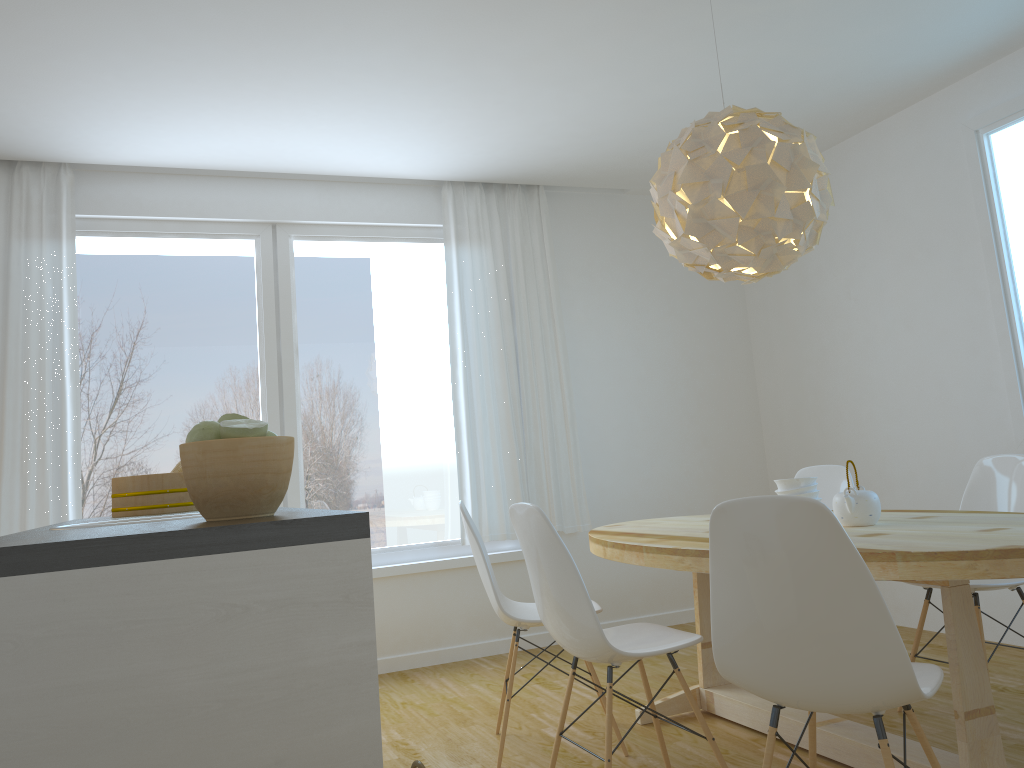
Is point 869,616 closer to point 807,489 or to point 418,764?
point 418,764

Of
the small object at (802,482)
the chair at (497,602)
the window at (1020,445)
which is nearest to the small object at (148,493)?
the chair at (497,602)

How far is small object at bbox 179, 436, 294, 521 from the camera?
1.6m

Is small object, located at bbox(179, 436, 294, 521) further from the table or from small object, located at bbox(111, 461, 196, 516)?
small object, located at bbox(111, 461, 196, 516)

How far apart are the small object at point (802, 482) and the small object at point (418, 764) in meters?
1.9

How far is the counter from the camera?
1.23m

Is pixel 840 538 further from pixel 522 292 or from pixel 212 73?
pixel 522 292

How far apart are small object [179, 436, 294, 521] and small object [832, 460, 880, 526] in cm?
189

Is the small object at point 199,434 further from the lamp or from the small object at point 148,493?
the lamp

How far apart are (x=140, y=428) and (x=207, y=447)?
3.3m
